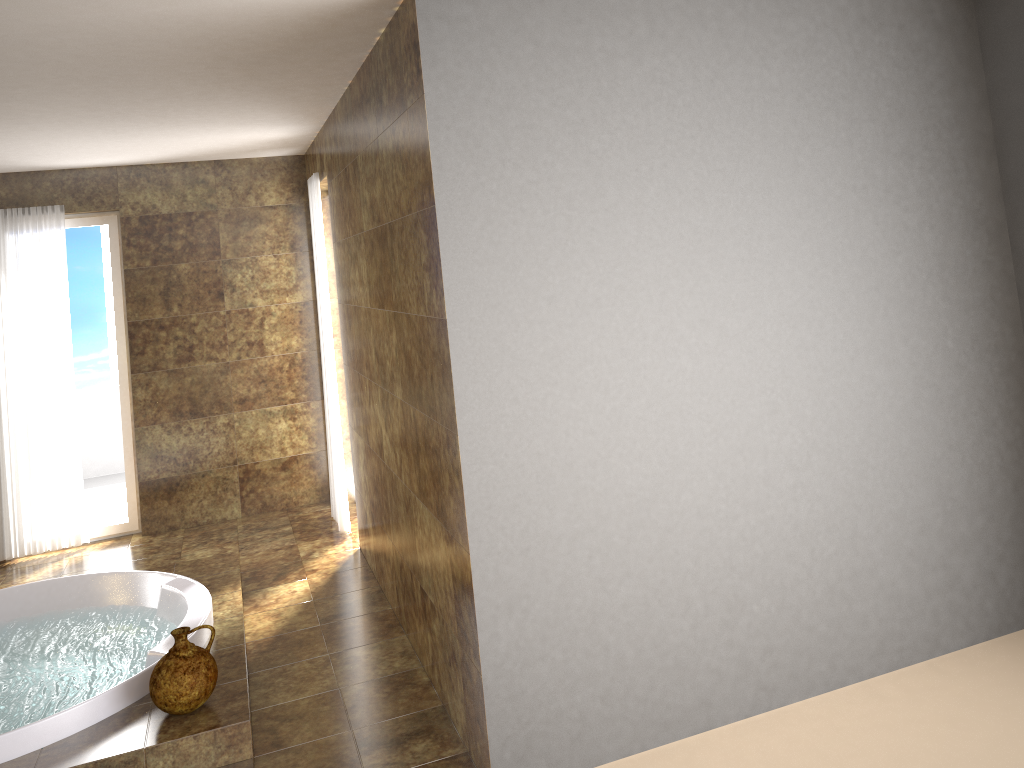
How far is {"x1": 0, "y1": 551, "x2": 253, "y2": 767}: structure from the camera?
3.10m

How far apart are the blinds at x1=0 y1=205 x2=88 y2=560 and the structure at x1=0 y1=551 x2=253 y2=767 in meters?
1.3

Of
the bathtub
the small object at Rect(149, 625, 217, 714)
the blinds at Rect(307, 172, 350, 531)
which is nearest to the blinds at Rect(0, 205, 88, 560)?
the bathtub

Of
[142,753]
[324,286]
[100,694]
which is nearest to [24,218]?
[324,286]

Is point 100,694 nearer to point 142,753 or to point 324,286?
point 142,753

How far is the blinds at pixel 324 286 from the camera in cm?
545

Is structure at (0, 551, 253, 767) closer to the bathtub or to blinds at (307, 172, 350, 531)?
the bathtub

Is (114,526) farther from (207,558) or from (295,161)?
(295,161)

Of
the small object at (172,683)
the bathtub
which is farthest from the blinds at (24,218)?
the small object at (172,683)

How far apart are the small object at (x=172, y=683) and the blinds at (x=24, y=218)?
3.0m
